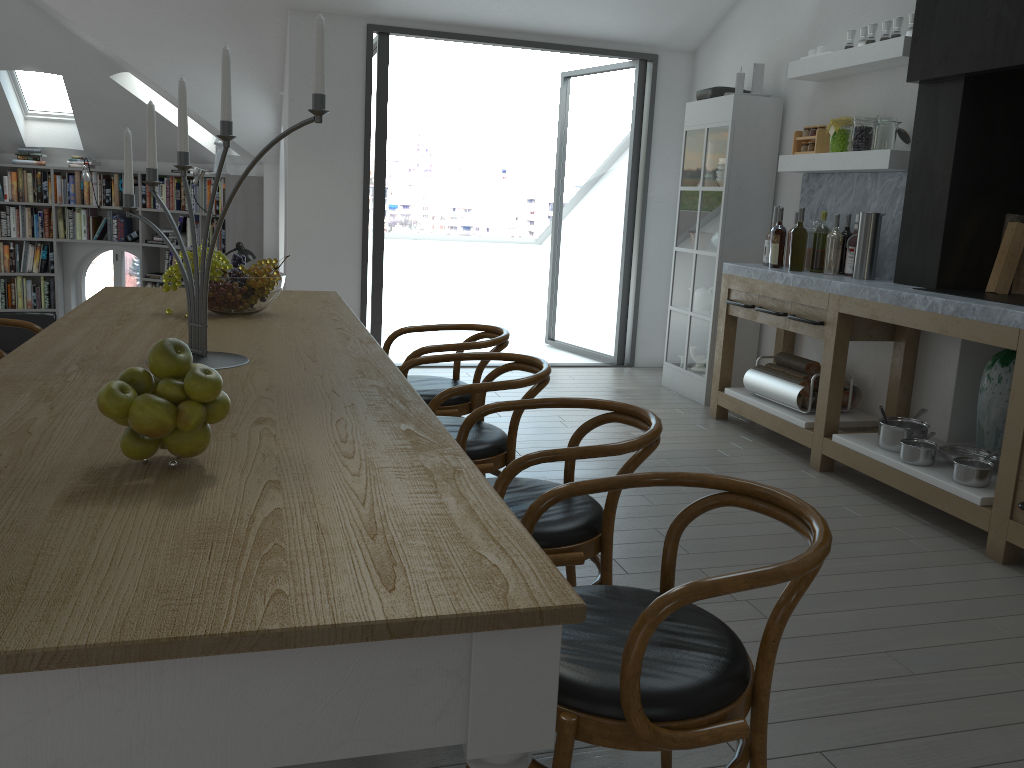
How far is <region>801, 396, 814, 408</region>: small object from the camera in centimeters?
481cm

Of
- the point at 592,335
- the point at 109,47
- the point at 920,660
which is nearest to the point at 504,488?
the point at 920,660

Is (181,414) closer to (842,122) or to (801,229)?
(801,229)

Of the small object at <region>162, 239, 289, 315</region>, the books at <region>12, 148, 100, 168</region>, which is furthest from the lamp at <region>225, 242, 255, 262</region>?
the small object at <region>162, 239, 289, 315</region>

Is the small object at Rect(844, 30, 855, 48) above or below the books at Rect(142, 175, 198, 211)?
above

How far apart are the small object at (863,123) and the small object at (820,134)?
0.35m

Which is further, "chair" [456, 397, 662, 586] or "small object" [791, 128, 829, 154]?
"small object" [791, 128, 829, 154]

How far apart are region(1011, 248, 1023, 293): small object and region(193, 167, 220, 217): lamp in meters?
7.2

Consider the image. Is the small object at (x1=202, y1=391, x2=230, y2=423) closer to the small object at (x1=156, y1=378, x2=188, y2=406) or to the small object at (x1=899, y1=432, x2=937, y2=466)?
the small object at (x1=156, y1=378, x2=188, y2=406)

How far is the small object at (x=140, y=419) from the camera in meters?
1.4
